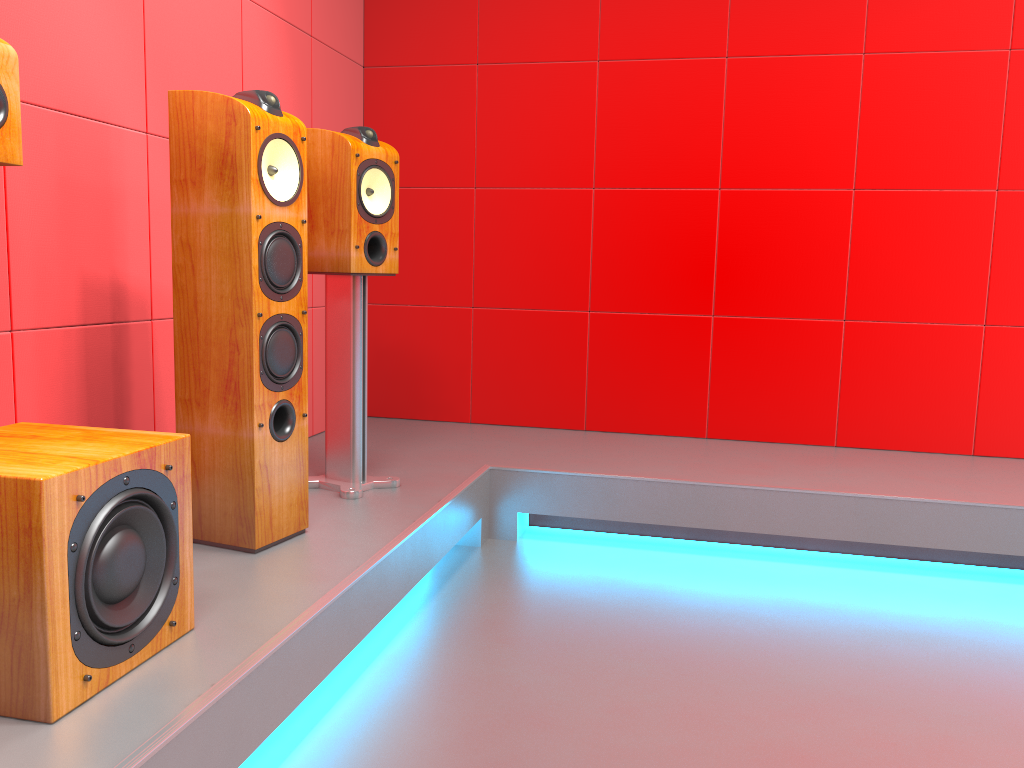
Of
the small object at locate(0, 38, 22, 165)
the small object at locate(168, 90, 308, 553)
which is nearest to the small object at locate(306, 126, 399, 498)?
the small object at locate(168, 90, 308, 553)

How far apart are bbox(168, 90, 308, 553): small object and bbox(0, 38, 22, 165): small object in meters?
0.4

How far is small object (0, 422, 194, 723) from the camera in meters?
1.2 m

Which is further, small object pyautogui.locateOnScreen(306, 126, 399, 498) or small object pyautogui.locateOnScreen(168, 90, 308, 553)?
small object pyautogui.locateOnScreen(306, 126, 399, 498)

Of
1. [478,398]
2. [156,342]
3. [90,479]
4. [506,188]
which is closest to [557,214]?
[506,188]

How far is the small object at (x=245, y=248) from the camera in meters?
2.0 m

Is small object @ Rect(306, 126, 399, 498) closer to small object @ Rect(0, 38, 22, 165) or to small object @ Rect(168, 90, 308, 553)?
small object @ Rect(168, 90, 308, 553)

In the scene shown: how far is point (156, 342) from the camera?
2.5 meters

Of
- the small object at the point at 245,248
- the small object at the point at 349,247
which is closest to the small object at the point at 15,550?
the small object at the point at 245,248

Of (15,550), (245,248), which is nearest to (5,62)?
(245,248)
